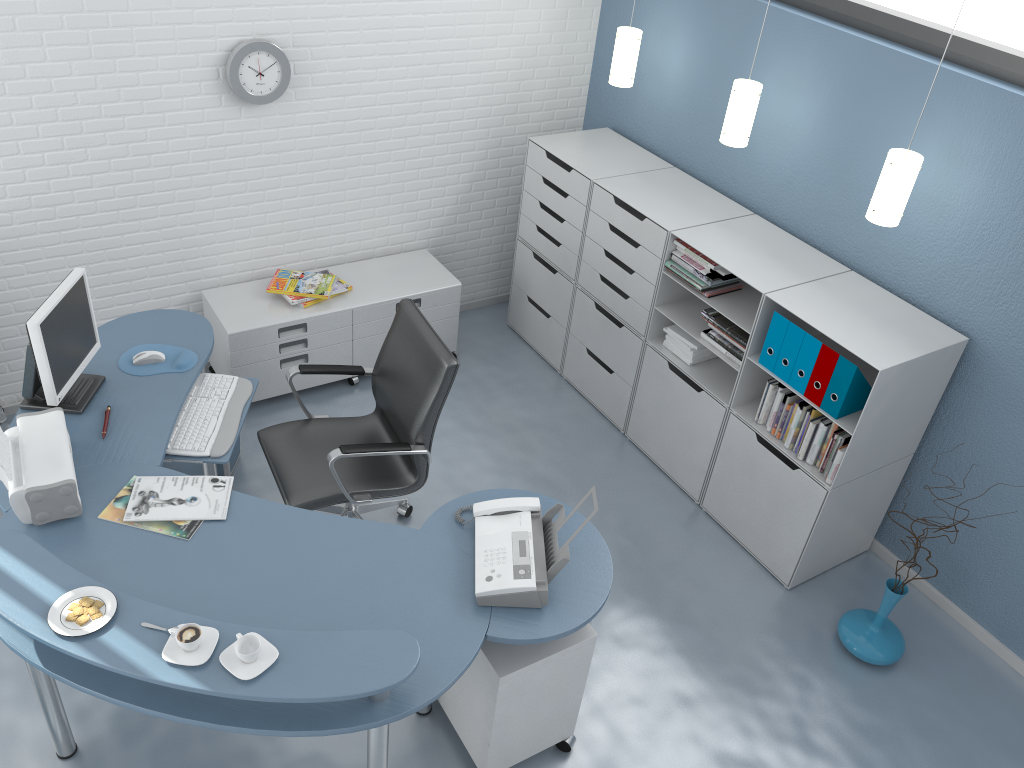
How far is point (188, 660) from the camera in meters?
2.2 m

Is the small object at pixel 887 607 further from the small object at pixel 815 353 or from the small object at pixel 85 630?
the small object at pixel 85 630

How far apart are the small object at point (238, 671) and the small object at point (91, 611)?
0.4m

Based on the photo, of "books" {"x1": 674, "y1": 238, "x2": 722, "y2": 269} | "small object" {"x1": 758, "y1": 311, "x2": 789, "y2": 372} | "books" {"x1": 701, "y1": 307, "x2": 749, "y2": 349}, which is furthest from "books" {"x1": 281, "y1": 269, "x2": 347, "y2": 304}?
"small object" {"x1": 758, "y1": 311, "x2": 789, "y2": 372}

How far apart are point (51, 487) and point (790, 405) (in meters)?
2.66

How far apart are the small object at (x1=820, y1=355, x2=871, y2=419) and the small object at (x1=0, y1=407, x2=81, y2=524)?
2.6m

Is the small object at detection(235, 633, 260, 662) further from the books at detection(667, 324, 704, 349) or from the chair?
the books at detection(667, 324, 704, 349)

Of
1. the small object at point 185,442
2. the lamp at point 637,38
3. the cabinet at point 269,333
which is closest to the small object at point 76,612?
the small object at point 185,442

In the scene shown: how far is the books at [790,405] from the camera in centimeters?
357cm

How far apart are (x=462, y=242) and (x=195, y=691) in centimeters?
340cm
